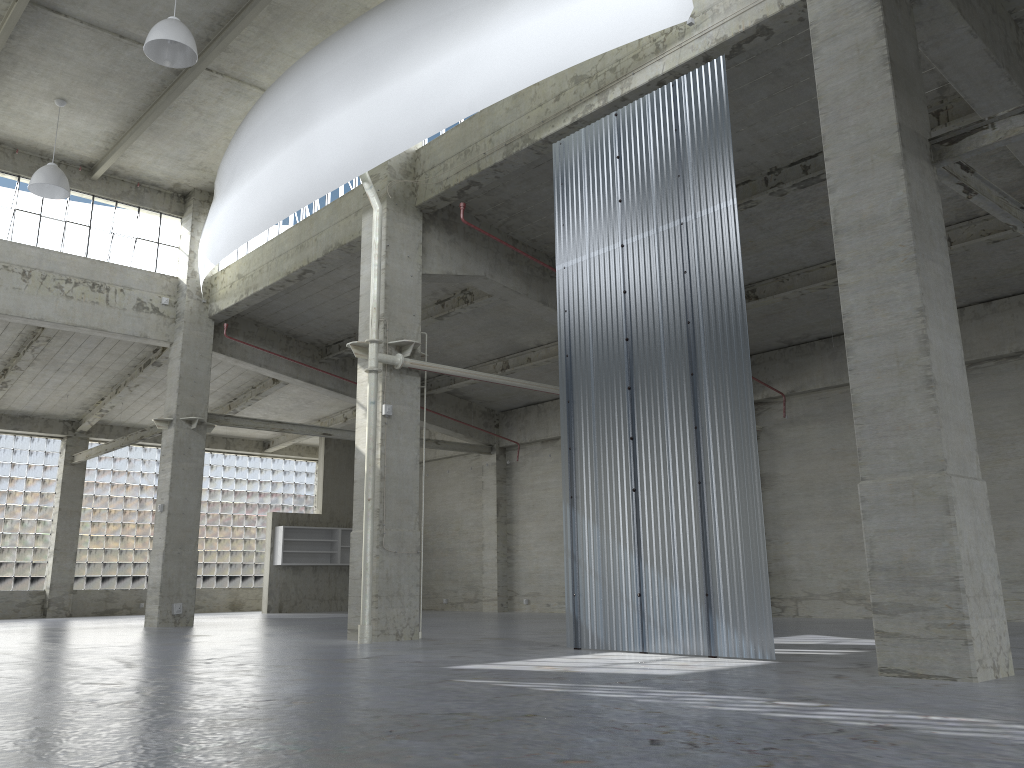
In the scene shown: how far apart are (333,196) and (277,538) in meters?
21.8

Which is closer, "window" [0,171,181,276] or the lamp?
the lamp

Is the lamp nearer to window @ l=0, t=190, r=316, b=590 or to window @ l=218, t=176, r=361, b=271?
window @ l=218, t=176, r=361, b=271

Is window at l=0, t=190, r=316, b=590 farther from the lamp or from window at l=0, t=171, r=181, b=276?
the lamp

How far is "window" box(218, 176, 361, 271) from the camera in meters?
26.6

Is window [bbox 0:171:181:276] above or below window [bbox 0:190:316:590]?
above

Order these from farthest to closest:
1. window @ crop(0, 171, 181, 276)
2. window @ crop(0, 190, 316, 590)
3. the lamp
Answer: window @ crop(0, 190, 316, 590)
window @ crop(0, 171, 181, 276)
the lamp

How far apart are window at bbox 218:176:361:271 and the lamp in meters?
6.7

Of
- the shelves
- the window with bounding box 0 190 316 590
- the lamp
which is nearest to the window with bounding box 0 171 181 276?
the lamp

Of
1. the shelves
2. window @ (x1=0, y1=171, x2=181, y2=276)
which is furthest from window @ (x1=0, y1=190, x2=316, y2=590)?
window @ (x1=0, y1=171, x2=181, y2=276)
